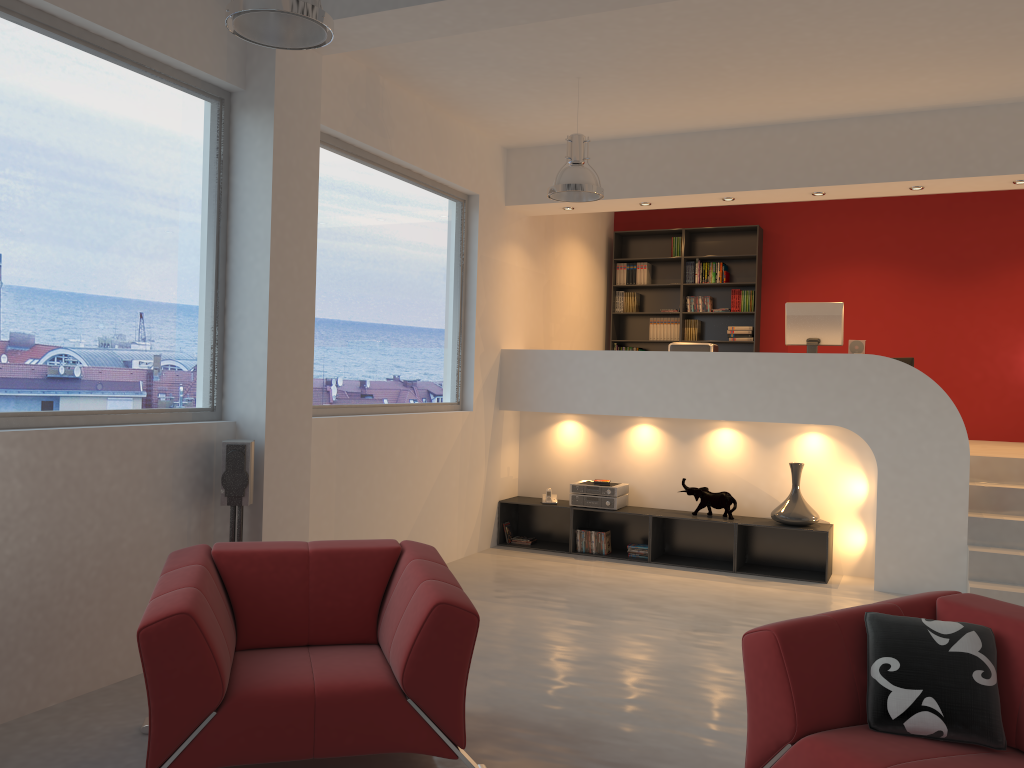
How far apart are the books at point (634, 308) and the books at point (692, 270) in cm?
64

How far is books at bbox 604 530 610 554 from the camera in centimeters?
753cm

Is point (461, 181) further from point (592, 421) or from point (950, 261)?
point (950, 261)

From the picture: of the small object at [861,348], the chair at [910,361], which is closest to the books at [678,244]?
the chair at [910,361]

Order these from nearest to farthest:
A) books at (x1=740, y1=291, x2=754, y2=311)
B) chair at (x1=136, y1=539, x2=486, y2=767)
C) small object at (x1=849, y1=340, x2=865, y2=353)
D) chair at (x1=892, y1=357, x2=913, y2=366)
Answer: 1. chair at (x1=136, y1=539, x2=486, y2=767)
2. small object at (x1=849, y1=340, x2=865, y2=353)
3. chair at (x1=892, y1=357, x2=913, y2=366)
4. books at (x1=740, y1=291, x2=754, y2=311)

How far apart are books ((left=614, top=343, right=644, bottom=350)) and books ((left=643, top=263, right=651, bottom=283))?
0.82m

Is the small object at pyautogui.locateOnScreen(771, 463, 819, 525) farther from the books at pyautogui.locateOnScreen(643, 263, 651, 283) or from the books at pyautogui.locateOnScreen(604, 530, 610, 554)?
the books at pyautogui.locateOnScreen(643, 263, 651, 283)

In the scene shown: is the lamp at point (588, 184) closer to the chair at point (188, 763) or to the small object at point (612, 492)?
the small object at point (612, 492)

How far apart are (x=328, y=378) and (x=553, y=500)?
2.7m

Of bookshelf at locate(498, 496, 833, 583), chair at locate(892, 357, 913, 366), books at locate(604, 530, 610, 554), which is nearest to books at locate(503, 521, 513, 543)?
bookshelf at locate(498, 496, 833, 583)
